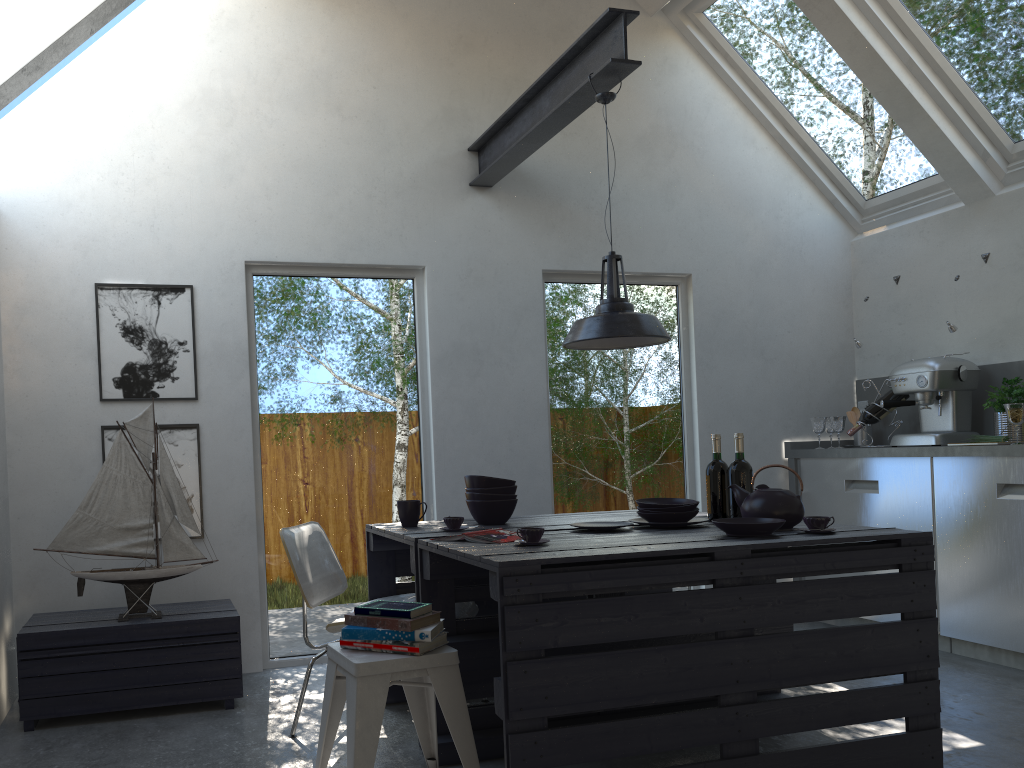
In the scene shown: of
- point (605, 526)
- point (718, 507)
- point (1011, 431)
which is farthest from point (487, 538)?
point (1011, 431)

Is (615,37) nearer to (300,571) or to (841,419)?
(300,571)

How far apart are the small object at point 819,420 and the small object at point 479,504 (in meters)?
2.59

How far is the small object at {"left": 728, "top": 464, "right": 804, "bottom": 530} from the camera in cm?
310

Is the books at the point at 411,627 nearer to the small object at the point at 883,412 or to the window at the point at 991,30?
the small object at the point at 883,412

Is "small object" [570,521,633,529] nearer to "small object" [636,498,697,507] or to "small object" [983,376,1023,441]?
"small object" [636,498,697,507]

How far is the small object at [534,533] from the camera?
2.79m

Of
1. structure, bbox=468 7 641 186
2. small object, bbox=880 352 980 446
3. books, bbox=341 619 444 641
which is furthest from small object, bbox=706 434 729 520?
small object, bbox=880 352 980 446

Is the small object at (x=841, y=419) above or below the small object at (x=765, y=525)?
above

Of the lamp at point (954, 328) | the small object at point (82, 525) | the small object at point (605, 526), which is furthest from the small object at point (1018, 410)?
the small object at point (82, 525)
